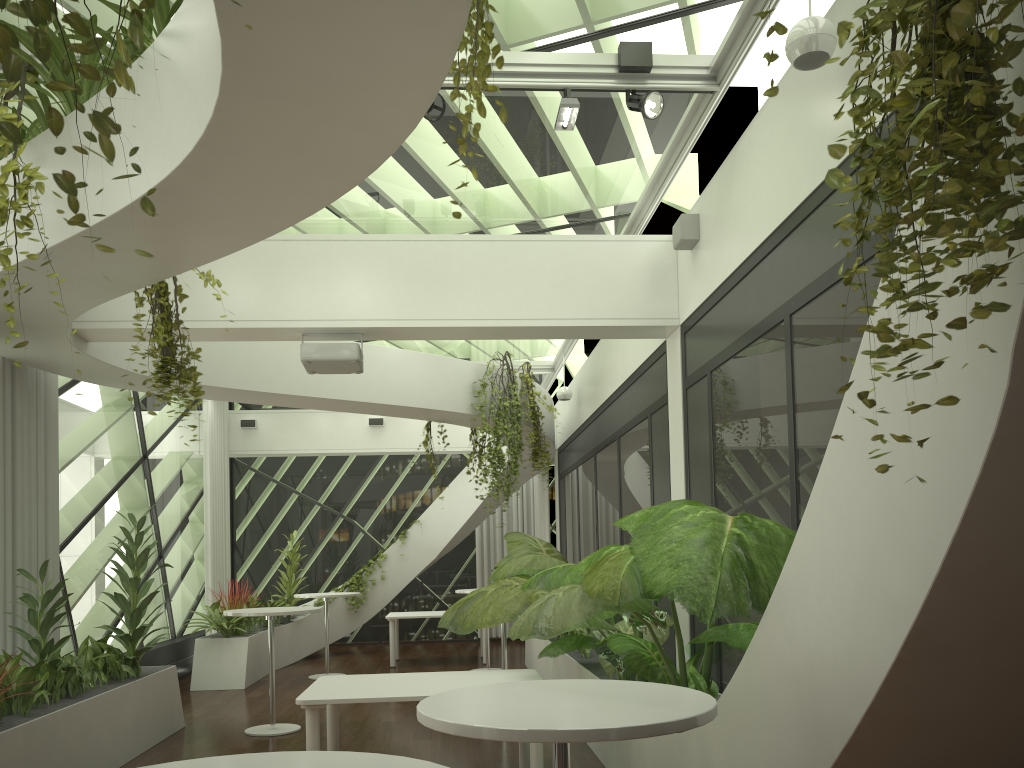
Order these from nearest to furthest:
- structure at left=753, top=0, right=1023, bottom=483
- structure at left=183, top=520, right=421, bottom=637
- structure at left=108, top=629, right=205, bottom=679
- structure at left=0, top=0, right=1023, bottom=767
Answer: structure at left=753, top=0, right=1023, bottom=483
structure at left=0, top=0, right=1023, bottom=767
structure at left=108, top=629, right=205, bottom=679
structure at left=183, top=520, right=421, bottom=637

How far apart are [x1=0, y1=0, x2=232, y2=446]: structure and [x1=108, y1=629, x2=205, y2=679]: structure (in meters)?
6.00

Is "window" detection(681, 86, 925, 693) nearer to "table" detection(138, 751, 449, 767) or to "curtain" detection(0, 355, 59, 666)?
"table" detection(138, 751, 449, 767)

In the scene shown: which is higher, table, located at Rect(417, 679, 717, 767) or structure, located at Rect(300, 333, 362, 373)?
structure, located at Rect(300, 333, 362, 373)

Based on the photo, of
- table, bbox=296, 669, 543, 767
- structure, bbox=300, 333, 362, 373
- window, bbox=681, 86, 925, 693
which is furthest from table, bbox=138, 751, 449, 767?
structure, bbox=300, 333, 362, 373

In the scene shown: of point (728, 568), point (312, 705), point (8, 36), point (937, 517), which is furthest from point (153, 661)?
point (937, 517)

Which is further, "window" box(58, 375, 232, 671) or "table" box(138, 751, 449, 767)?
"window" box(58, 375, 232, 671)

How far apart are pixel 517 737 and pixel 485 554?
13.6 meters

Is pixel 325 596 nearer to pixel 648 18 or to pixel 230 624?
pixel 230 624

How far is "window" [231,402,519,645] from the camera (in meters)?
15.44
